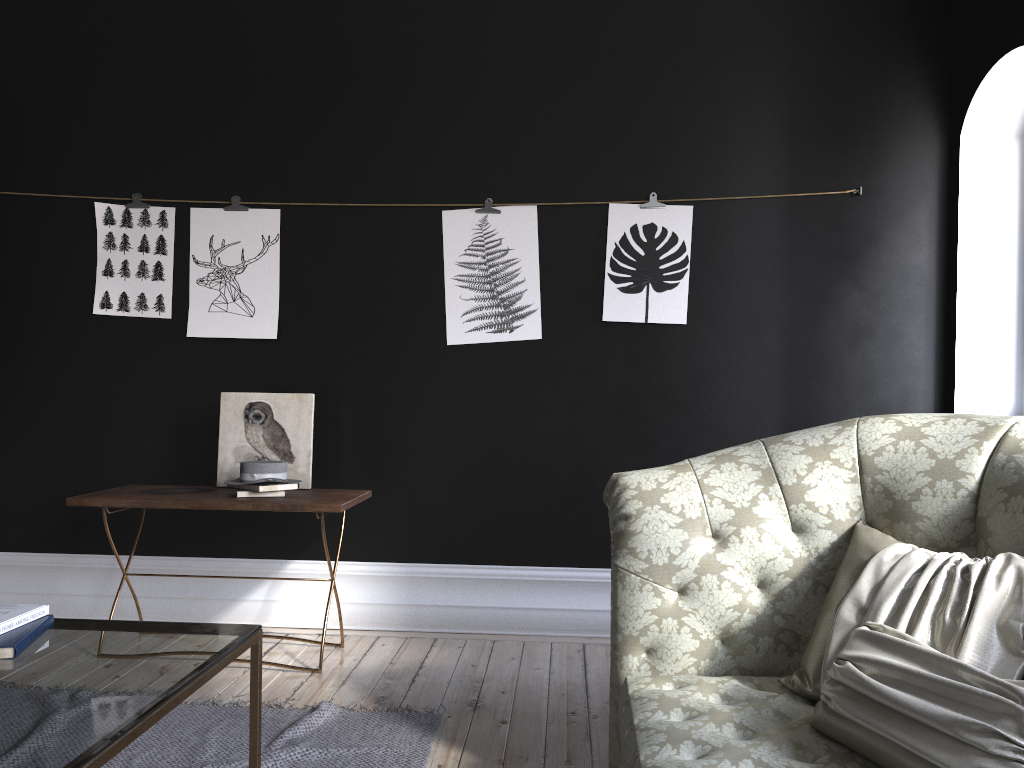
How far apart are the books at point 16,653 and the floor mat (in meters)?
0.76

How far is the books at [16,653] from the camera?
2.0m

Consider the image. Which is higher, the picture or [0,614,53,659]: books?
the picture

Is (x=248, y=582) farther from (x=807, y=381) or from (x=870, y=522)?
(x=870, y=522)

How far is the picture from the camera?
4.3m

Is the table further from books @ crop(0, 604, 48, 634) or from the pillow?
the pillow

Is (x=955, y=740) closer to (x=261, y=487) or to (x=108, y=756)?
(x=108, y=756)

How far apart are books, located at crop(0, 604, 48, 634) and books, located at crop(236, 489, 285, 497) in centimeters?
152cm

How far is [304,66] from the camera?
4.40m

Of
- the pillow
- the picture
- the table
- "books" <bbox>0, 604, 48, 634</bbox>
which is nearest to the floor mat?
the table
